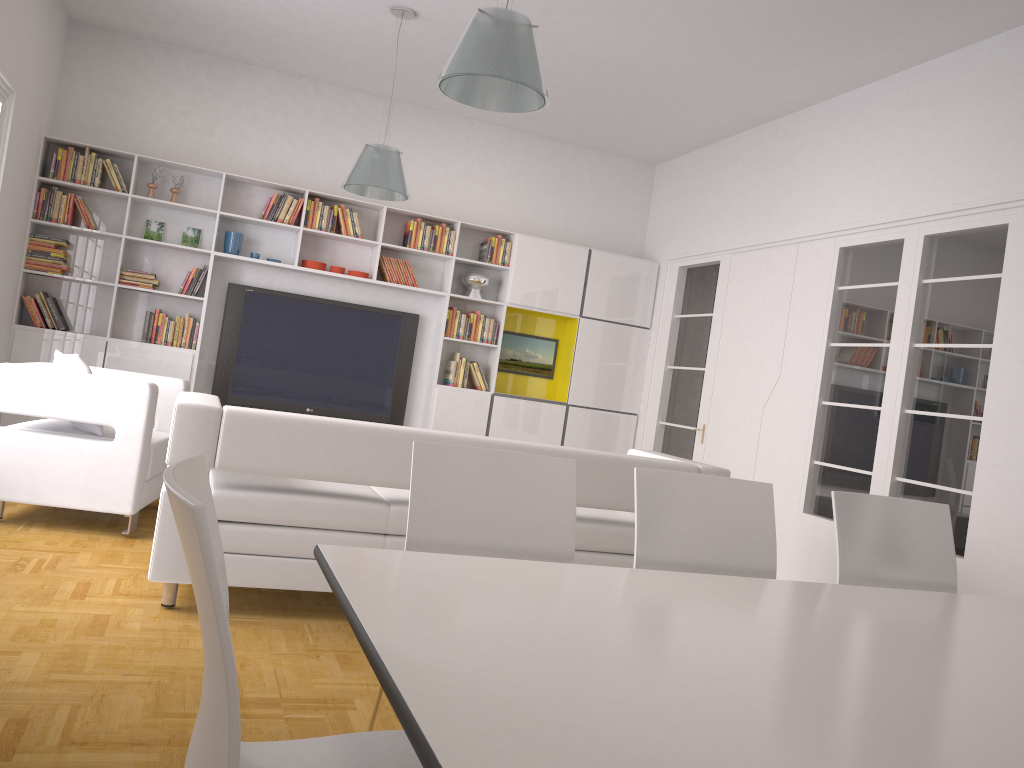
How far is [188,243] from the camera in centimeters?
734cm

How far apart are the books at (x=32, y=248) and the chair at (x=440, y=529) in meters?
5.7 m

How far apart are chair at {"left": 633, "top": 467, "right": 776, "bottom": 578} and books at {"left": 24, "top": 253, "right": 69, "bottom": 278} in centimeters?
589cm

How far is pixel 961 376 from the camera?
5.03m

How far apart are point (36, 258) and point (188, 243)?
1.13m

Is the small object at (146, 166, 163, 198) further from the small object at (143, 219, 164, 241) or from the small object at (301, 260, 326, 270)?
the small object at (301, 260, 326, 270)

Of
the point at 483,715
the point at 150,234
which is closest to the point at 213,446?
the point at 483,715

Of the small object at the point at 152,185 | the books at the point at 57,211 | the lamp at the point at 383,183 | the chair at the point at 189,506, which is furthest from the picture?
the chair at the point at 189,506

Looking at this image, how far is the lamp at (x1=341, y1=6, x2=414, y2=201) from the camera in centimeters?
574cm

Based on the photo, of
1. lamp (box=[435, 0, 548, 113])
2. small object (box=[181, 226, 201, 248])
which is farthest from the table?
small object (box=[181, 226, 201, 248])
